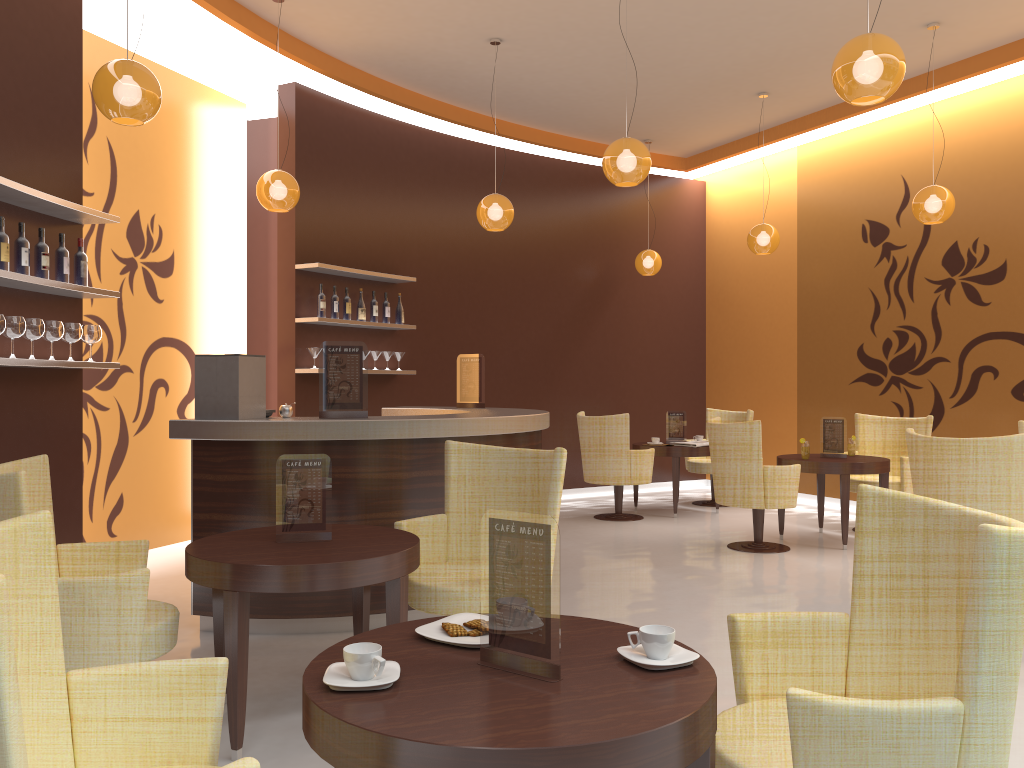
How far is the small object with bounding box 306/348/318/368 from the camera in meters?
7.4

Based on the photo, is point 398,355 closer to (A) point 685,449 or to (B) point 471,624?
(A) point 685,449

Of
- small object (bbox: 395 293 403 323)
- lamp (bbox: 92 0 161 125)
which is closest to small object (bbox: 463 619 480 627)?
lamp (bbox: 92 0 161 125)

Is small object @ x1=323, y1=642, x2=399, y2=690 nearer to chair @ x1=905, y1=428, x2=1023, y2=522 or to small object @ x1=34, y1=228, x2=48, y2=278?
small object @ x1=34, y1=228, x2=48, y2=278

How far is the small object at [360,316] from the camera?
7.86m

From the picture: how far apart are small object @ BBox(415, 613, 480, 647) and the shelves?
3.13m

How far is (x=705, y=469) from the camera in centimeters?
925cm

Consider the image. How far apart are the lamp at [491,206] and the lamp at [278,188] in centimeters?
145cm

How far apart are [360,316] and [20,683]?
6.2 meters

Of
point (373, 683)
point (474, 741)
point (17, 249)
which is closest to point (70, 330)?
point (17, 249)
